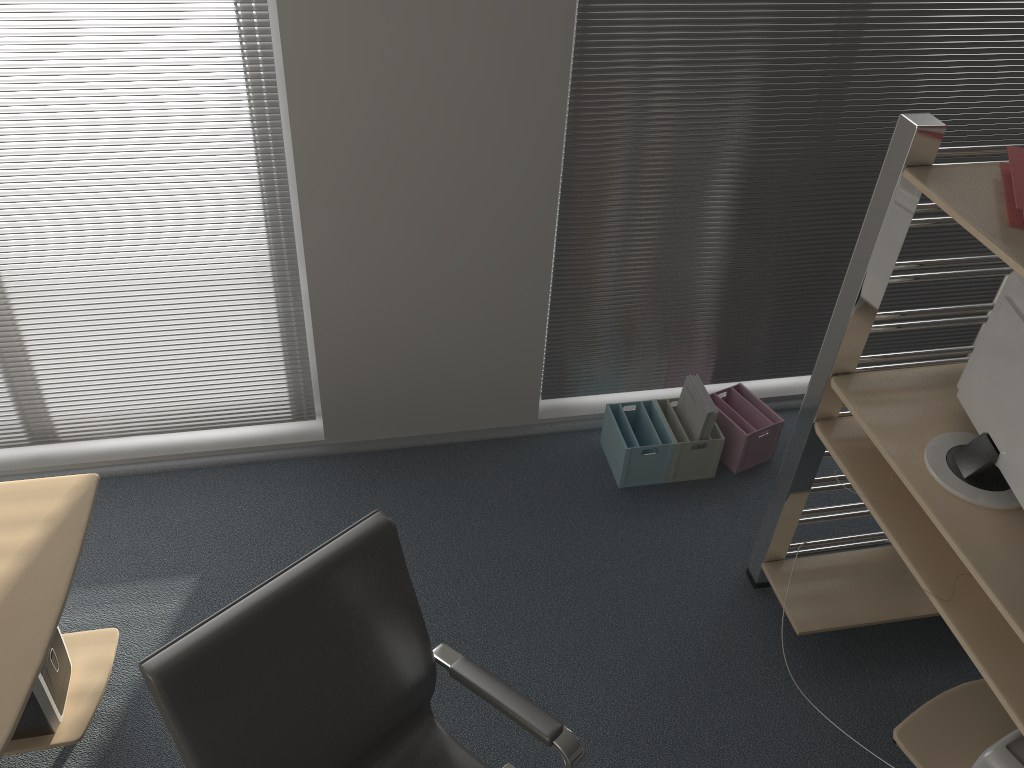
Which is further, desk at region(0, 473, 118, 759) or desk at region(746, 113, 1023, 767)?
desk at region(746, 113, 1023, 767)

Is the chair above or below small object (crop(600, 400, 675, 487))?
above

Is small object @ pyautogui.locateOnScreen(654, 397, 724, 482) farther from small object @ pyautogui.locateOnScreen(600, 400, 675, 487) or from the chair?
the chair

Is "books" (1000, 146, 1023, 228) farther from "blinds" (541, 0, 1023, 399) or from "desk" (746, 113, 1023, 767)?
"blinds" (541, 0, 1023, 399)

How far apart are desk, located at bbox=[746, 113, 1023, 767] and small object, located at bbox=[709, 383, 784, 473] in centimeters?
48cm

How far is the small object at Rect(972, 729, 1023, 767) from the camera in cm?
199

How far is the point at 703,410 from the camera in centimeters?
310cm

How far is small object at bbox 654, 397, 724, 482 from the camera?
3.2 meters

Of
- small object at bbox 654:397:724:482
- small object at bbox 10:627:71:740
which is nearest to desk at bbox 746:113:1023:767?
small object at bbox 654:397:724:482

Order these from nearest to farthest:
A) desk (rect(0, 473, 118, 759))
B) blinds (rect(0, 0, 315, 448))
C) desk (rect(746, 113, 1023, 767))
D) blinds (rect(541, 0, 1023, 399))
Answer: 1. desk (rect(0, 473, 118, 759))
2. desk (rect(746, 113, 1023, 767))
3. blinds (rect(0, 0, 315, 448))
4. blinds (rect(541, 0, 1023, 399))
